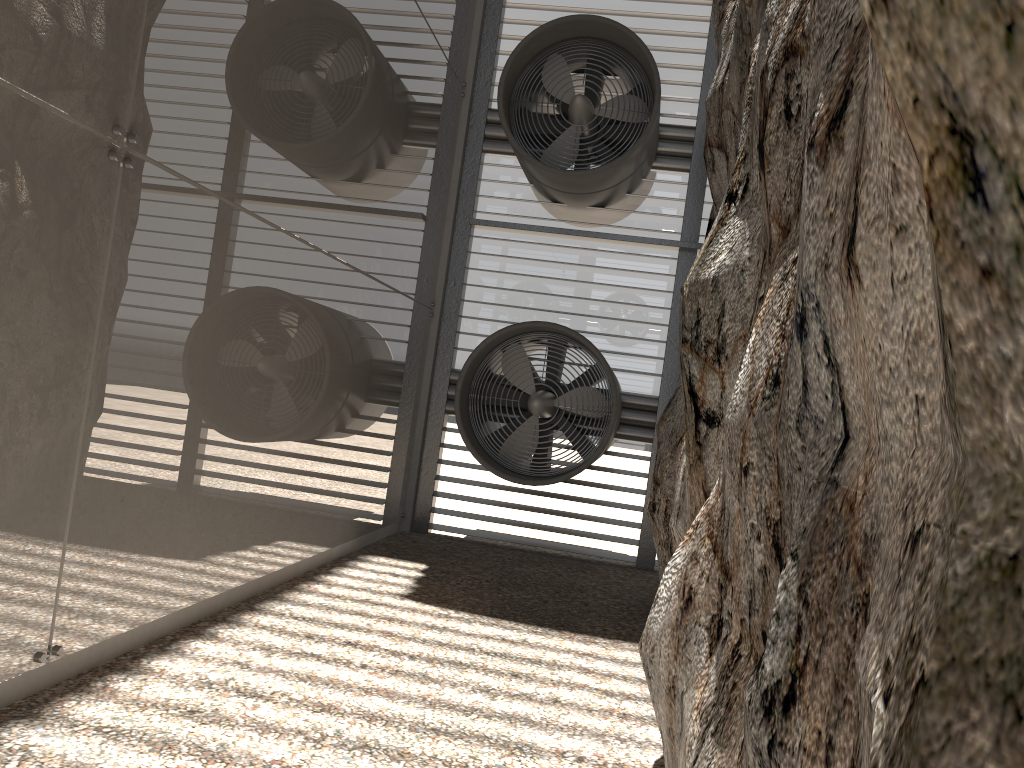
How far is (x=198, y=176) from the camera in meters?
4.8 m
